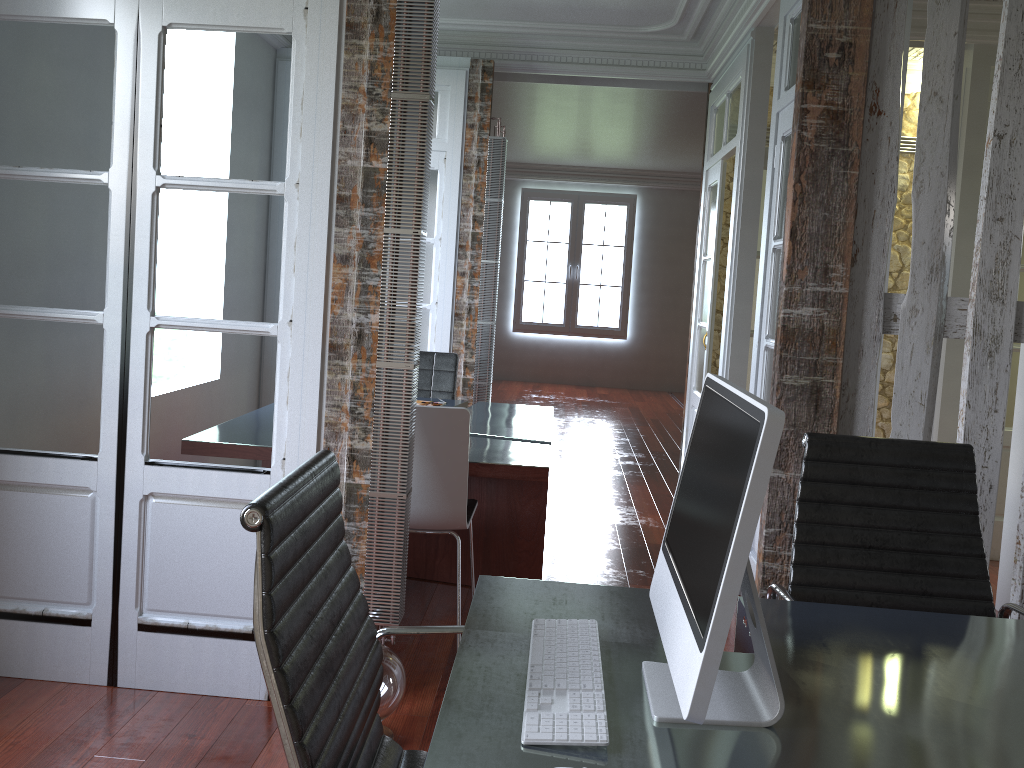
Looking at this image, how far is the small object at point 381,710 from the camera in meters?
2.5

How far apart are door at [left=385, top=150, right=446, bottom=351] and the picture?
6.43m

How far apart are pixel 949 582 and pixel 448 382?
3.4 meters

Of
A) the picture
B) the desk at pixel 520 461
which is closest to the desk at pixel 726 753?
the desk at pixel 520 461

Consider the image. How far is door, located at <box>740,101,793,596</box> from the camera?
3.8m

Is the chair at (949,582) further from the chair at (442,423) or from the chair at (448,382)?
the chair at (448,382)

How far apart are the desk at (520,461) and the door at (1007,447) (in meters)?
2.51

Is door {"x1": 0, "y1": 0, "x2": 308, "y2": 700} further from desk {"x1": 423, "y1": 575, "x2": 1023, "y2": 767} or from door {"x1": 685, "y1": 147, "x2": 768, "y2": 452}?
door {"x1": 685, "y1": 147, "x2": 768, "y2": 452}

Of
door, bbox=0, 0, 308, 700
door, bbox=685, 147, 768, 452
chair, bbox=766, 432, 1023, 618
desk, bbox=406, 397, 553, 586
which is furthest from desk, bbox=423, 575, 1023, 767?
door, bbox=685, 147, 768, 452

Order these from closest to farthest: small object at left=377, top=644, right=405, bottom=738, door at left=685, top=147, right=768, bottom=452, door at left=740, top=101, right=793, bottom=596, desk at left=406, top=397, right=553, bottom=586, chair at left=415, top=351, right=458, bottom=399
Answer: small object at left=377, top=644, right=405, bottom=738 < desk at left=406, top=397, right=553, bottom=586 < door at left=740, top=101, right=793, bottom=596 < chair at left=415, top=351, right=458, bottom=399 < door at left=685, top=147, right=768, bottom=452
